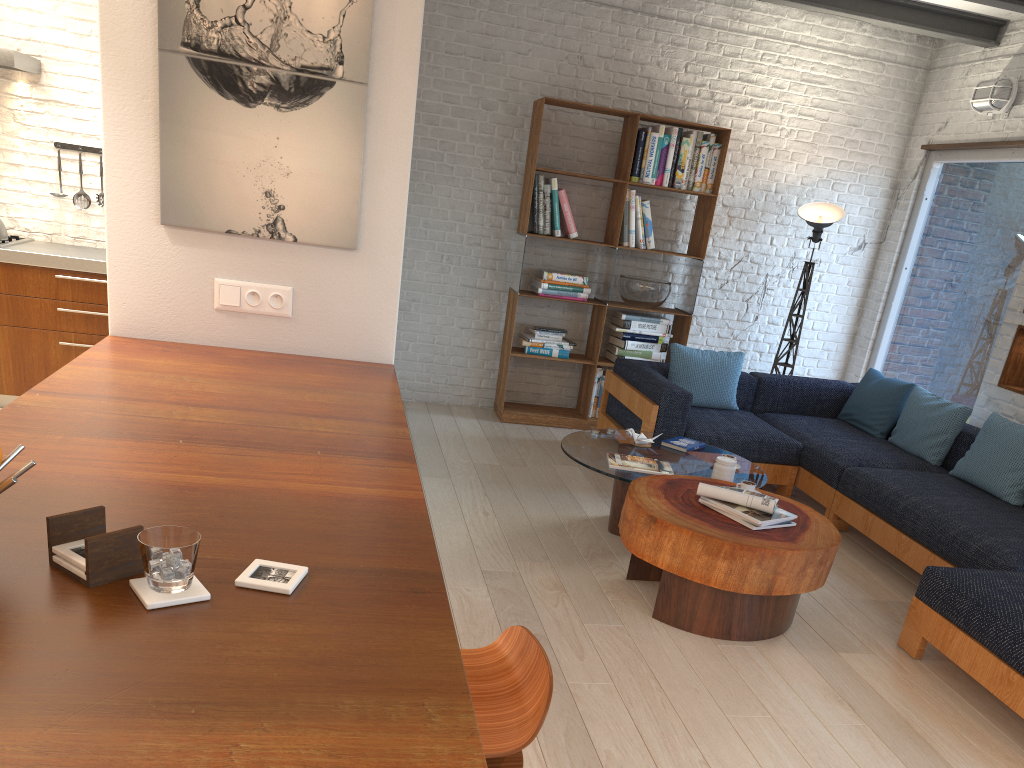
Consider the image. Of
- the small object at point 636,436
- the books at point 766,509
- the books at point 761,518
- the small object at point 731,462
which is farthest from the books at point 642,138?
the books at point 761,518

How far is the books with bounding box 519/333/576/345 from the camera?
6.53m

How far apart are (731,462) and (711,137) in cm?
308

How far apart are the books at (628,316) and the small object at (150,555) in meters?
5.5

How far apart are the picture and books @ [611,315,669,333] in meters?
3.7

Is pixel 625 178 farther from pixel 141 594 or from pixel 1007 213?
pixel 141 594

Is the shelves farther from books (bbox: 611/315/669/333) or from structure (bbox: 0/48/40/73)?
structure (bbox: 0/48/40/73)

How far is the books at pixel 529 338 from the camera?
6.5 meters

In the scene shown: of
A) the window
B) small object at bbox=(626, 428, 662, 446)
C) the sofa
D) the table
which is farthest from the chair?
the window

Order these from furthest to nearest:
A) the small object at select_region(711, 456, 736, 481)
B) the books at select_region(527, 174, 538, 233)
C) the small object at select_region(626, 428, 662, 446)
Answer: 1. the books at select_region(527, 174, 538, 233)
2. the small object at select_region(626, 428, 662, 446)
3. the small object at select_region(711, 456, 736, 481)
